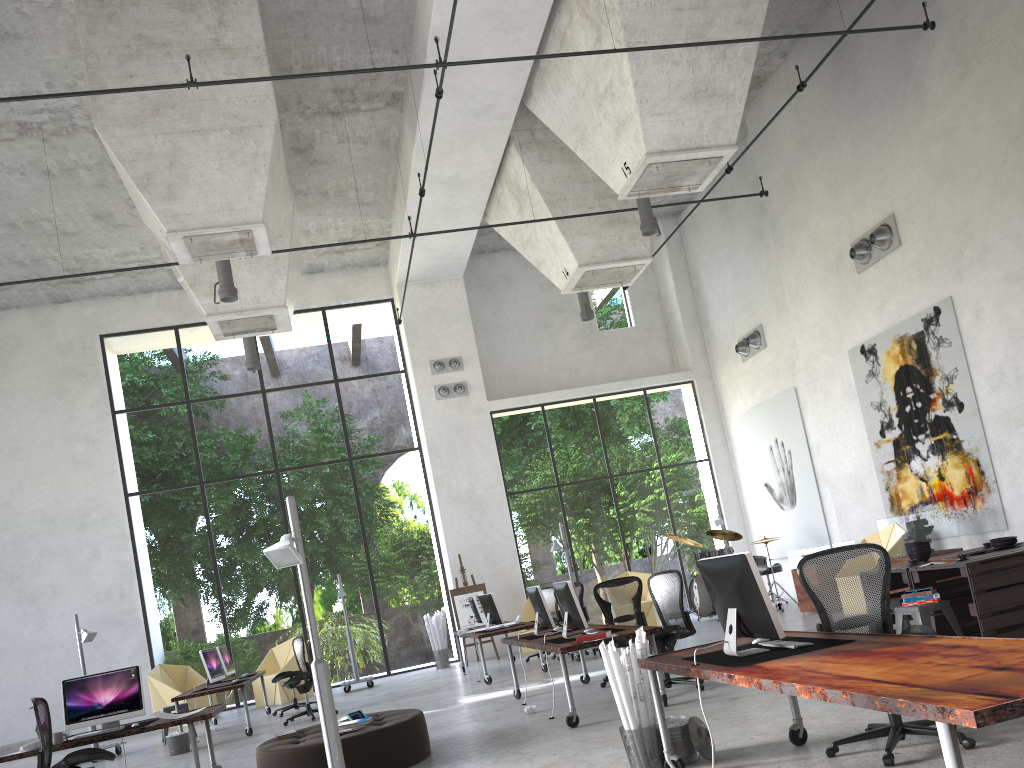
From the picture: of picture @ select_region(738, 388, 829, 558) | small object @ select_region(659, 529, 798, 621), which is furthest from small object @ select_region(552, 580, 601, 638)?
picture @ select_region(738, 388, 829, 558)

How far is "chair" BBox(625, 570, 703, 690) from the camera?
8.3m

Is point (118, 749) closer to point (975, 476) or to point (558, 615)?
point (558, 615)

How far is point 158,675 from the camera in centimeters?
1550cm

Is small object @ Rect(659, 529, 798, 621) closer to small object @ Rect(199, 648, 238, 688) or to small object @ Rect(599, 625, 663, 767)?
small object @ Rect(199, 648, 238, 688)

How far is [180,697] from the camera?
11.4m

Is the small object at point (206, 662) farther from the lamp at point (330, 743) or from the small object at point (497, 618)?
the small object at point (497, 618)

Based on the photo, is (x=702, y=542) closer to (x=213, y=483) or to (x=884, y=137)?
(x=213, y=483)

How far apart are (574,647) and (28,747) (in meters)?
4.73

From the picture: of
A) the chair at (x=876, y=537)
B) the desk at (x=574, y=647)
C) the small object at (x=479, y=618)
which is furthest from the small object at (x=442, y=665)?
the chair at (x=876, y=537)
